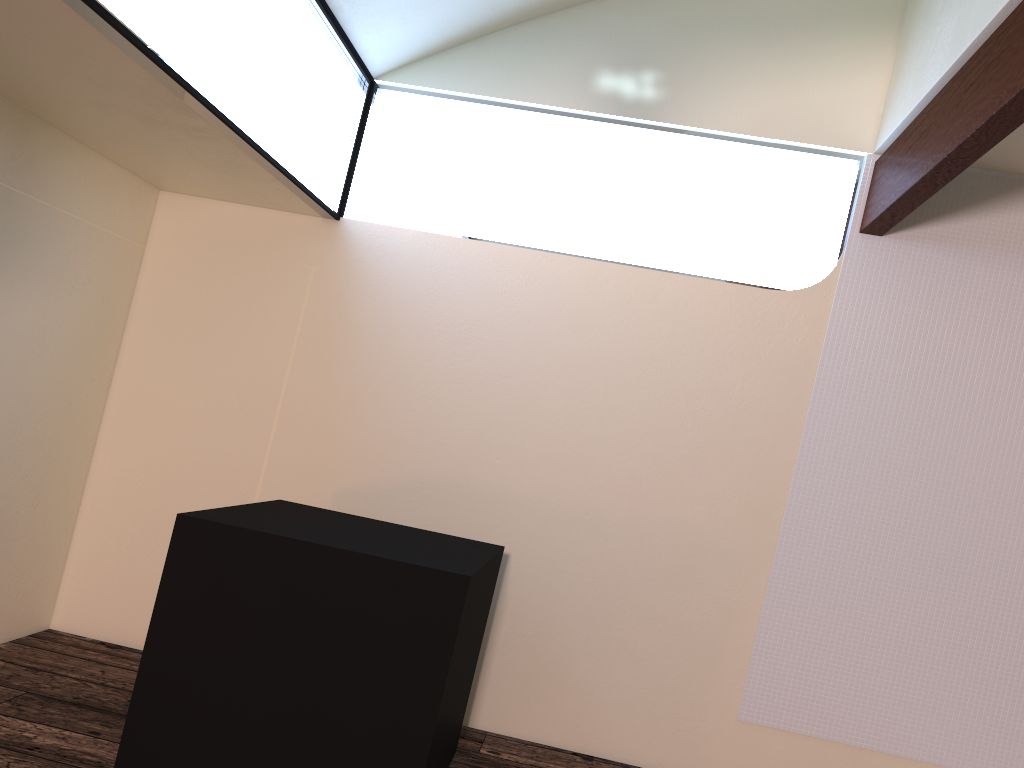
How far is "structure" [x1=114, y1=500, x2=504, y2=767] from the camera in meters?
2.4

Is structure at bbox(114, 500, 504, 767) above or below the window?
below

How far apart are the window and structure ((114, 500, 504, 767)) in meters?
1.2

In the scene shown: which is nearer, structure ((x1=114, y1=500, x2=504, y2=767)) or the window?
the window

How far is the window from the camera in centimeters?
233cm

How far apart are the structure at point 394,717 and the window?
1.2m

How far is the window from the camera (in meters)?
2.33
